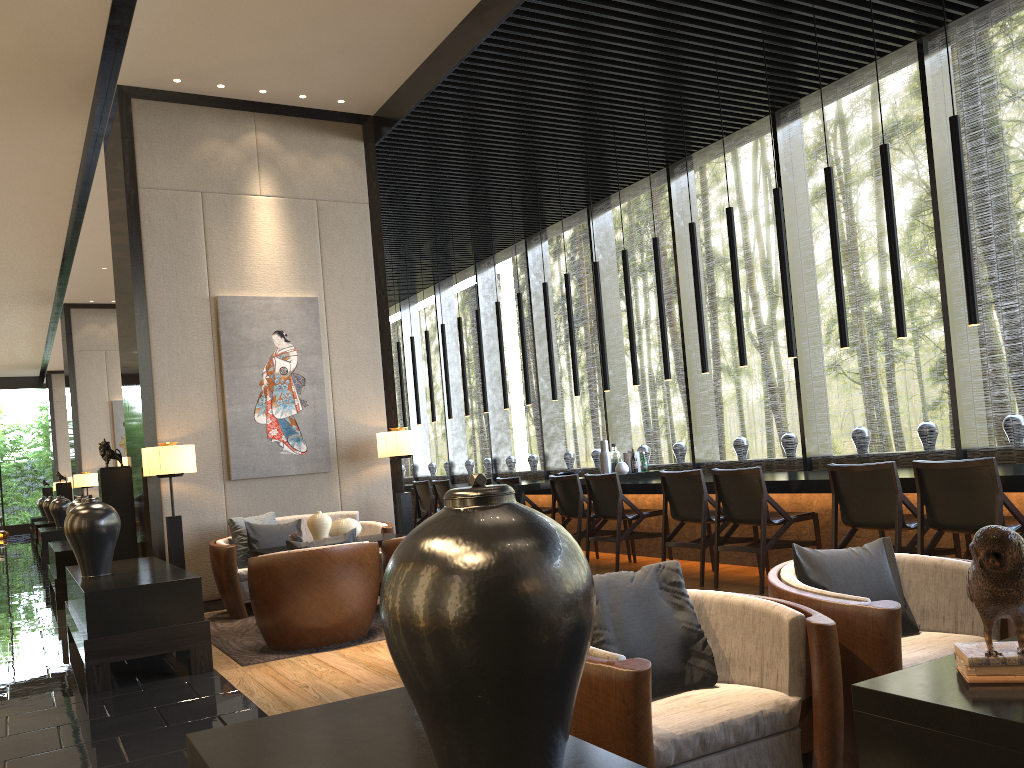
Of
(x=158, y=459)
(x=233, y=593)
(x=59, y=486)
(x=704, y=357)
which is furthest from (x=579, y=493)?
(x=59, y=486)

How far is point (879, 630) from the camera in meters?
2.4

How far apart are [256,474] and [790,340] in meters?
4.3

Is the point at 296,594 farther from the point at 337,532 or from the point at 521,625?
the point at 521,625

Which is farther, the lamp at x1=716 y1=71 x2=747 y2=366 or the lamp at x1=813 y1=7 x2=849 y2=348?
the lamp at x1=716 y1=71 x2=747 y2=366

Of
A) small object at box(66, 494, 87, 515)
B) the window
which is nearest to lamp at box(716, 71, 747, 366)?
the window

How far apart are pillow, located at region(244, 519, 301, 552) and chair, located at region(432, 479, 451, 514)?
3.1m

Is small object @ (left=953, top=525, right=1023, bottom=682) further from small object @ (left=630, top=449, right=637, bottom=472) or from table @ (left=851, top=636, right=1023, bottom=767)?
small object @ (left=630, top=449, right=637, bottom=472)

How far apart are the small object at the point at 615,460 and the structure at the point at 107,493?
4.4 meters

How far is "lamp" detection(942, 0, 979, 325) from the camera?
5.3m
